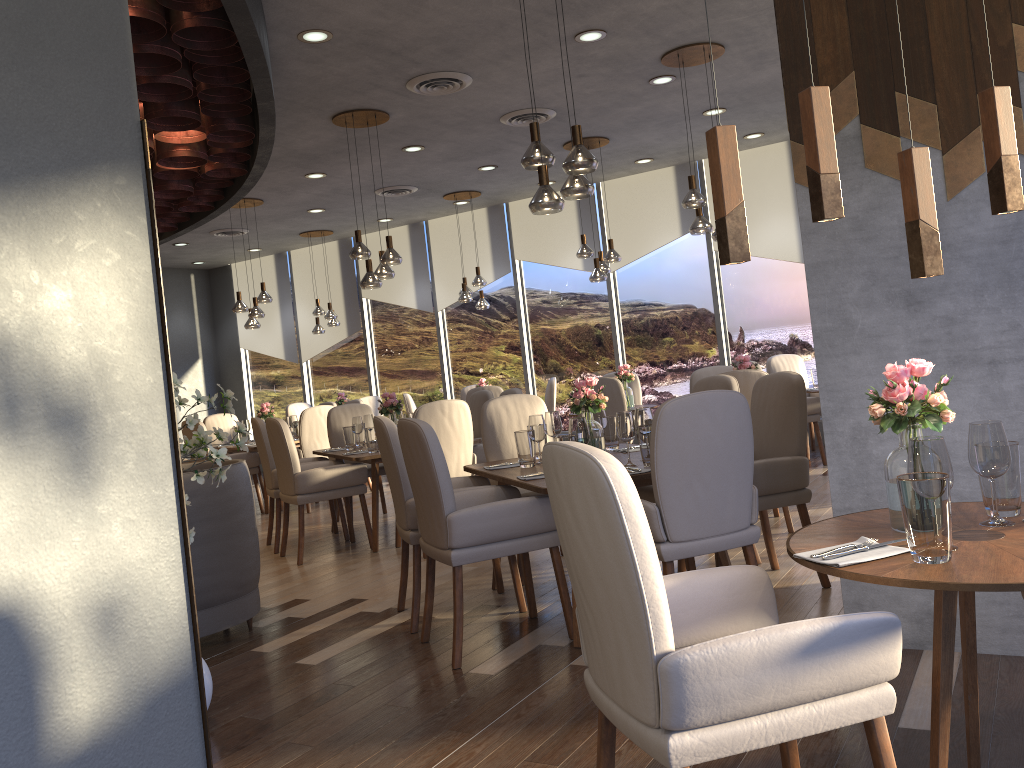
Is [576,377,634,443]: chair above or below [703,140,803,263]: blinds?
below

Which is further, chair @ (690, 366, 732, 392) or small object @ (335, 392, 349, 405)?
small object @ (335, 392, 349, 405)

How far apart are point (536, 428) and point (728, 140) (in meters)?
2.61

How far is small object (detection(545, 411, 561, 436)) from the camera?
4.6m

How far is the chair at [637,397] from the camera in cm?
906

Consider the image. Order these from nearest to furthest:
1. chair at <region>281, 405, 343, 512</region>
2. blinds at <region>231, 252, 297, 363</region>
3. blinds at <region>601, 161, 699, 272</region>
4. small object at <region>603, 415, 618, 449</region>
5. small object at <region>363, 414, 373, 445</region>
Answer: small object at <region>603, 415, 618, 449</region> → small object at <region>363, 414, 373, 445</region> → chair at <region>281, 405, 343, 512</region> → blinds at <region>601, 161, 699, 272</region> → blinds at <region>231, 252, 297, 363</region>

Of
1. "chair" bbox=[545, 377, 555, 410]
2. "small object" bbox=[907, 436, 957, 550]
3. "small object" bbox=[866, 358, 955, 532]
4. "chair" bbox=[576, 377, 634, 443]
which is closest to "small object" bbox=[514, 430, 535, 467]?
"small object" bbox=[866, 358, 955, 532]

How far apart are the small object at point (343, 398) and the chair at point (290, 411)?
0.8 meters

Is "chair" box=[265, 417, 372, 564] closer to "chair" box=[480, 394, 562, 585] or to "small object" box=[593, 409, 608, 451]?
"chair" box=[480, 394, 562, 585]

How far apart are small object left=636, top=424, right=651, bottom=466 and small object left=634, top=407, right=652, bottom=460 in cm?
22
